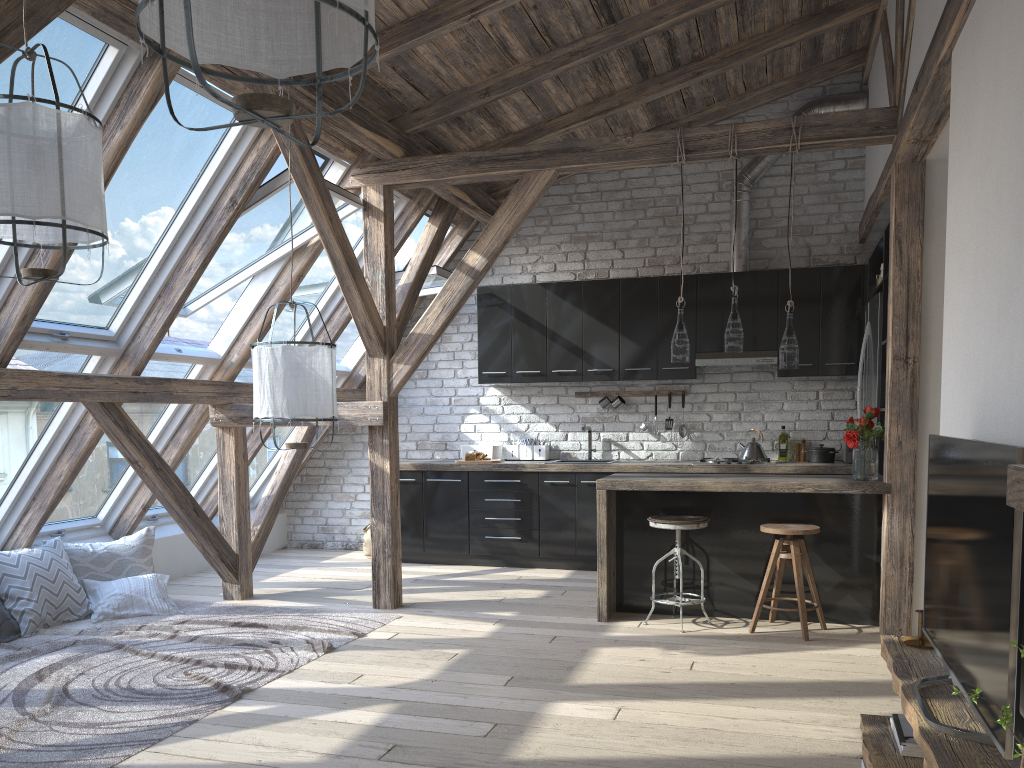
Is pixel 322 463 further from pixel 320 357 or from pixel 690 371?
pixel 320 357

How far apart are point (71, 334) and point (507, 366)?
3.5m

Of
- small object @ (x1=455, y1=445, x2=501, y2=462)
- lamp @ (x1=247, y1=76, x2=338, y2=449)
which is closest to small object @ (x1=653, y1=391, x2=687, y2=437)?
small object @ (x1=455, y1=445, x2=501, y2=462)

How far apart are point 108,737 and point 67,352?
2.3m

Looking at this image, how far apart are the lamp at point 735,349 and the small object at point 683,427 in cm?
216

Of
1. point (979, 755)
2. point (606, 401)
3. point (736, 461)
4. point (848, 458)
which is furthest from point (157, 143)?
point (848, 458)

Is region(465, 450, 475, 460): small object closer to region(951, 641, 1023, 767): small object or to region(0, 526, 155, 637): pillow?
region(0, 526, 155, 637): pillow

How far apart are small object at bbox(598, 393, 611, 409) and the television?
4.6 meters

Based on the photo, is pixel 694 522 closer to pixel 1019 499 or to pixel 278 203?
pixel 278 203

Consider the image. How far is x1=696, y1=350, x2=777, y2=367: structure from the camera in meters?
6.7 m
